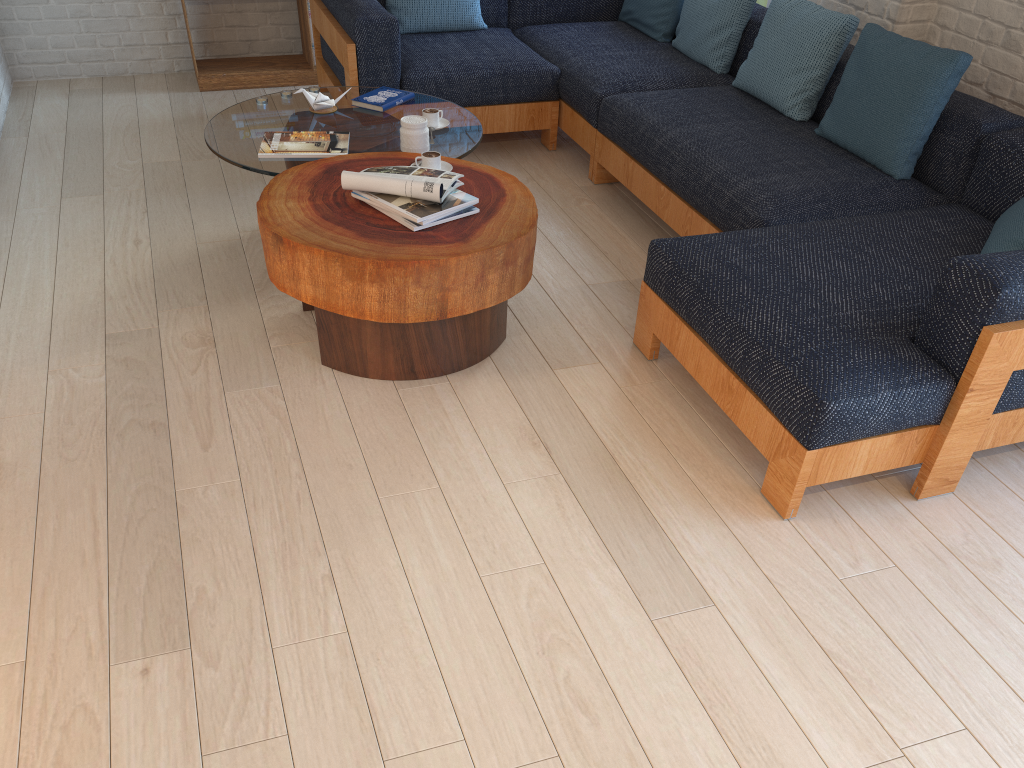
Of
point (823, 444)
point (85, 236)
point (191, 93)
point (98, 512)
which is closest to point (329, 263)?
point (98, 512)

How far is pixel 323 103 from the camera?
3.7 meters

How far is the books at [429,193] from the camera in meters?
2.8 m

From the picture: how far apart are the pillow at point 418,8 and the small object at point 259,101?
1.1m

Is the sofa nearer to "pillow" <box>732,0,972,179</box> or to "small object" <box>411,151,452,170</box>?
"pillow" <box>732,0,972,179</box>

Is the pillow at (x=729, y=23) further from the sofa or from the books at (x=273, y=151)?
the books at (x=273, y=151)

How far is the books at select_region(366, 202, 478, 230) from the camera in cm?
277

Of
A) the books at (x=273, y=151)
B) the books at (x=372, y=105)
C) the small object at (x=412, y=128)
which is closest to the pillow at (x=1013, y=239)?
the small object at (x=412, y=128)

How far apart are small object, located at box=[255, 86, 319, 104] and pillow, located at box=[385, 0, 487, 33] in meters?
1.1

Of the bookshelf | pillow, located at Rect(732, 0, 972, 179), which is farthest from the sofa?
the bookshelf
